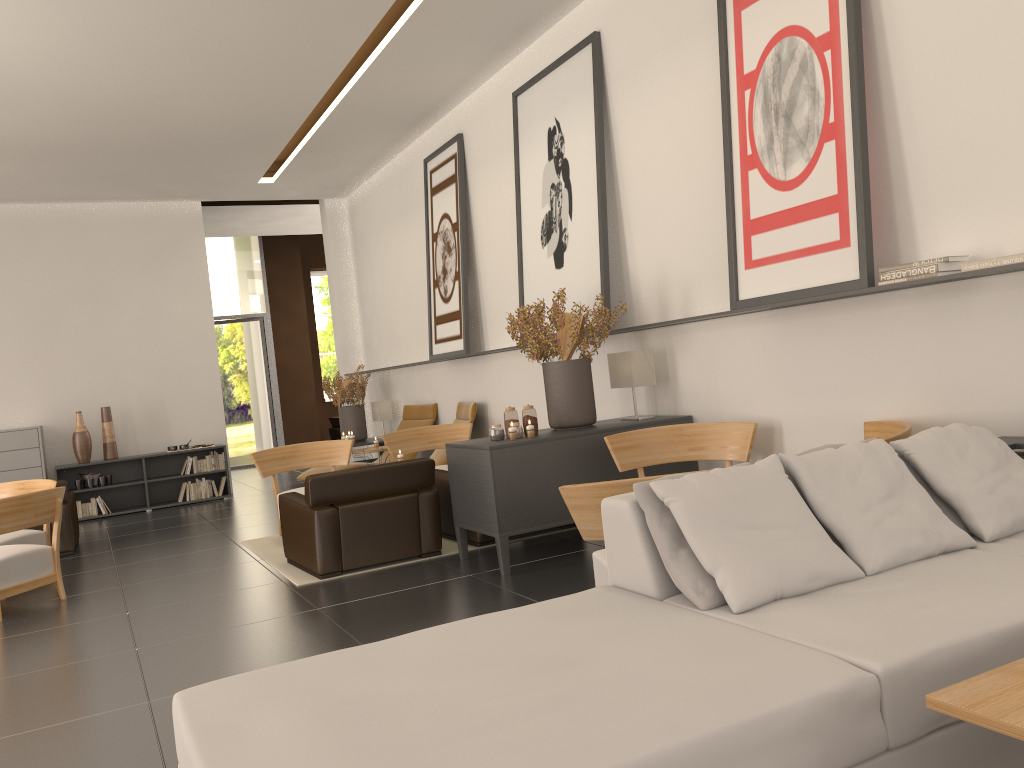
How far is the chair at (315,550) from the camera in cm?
911

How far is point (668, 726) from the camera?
2.83m

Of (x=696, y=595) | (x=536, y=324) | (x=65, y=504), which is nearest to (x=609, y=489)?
(x=696, y=595)

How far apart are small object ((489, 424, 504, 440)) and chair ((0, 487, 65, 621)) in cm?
482

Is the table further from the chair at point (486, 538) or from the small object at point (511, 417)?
the chair at point (486, 538)

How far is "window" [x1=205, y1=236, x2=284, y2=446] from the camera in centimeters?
2494cm

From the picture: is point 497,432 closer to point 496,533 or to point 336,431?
point 496,533

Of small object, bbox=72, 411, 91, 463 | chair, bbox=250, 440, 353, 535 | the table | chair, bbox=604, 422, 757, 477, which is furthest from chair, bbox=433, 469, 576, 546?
small object, bbox=72, 411, 91, 463

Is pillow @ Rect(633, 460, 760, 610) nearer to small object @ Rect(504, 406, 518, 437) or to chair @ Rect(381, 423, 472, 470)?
small object @ Rect(504, 406, 518, 437)

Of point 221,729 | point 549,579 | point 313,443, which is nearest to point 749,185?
point 549,579
